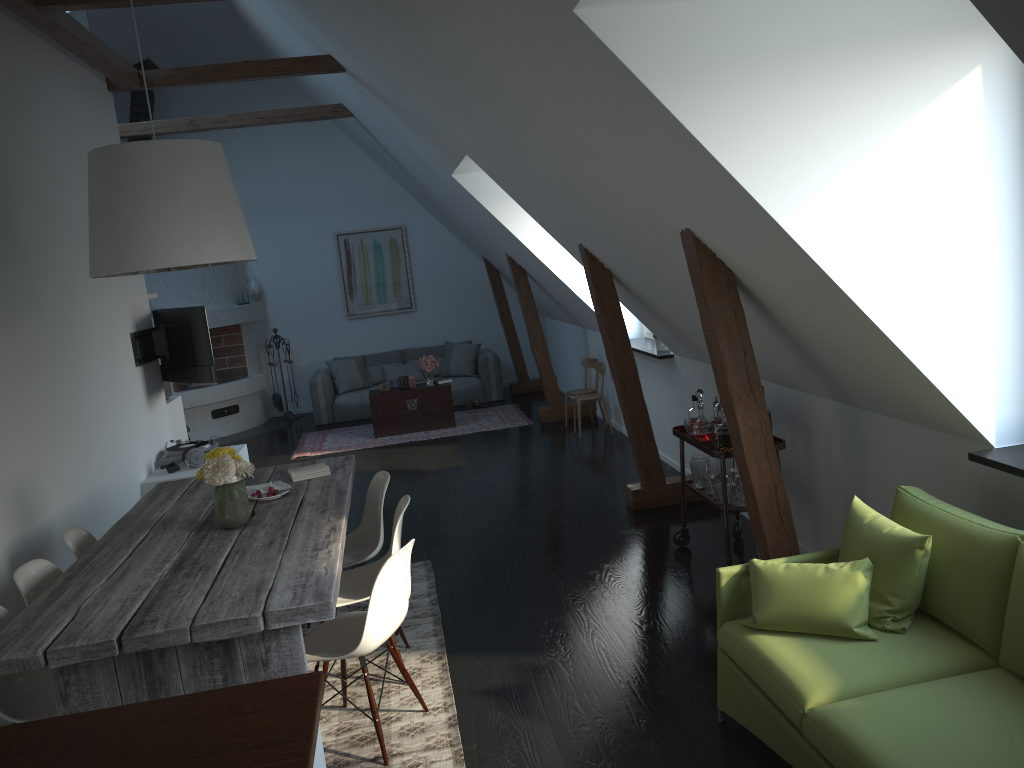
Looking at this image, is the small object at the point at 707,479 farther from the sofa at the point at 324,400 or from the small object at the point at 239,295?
the small object at the point at 239,295

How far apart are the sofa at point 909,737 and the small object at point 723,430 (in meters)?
1.25

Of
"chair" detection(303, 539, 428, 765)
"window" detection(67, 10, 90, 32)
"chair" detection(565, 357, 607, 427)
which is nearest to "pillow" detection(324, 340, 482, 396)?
"chair" detection(565, 357, 607, 427)

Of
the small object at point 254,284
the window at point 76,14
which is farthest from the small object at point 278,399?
the window at point 76,14

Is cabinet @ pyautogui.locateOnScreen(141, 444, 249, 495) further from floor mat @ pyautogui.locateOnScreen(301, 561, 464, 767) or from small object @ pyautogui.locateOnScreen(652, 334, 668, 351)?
small object @ pyautogui.locateOnScreen(652, 334, 668, 351)

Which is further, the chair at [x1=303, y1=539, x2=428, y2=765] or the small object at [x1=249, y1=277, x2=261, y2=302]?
the small object at [x1=249, y1=277, x2=261, y2=302]

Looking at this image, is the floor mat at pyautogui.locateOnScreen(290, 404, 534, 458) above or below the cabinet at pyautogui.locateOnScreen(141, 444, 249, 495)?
below

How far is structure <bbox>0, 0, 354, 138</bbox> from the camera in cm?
504

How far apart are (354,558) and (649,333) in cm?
427

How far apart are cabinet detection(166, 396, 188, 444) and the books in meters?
3.3
